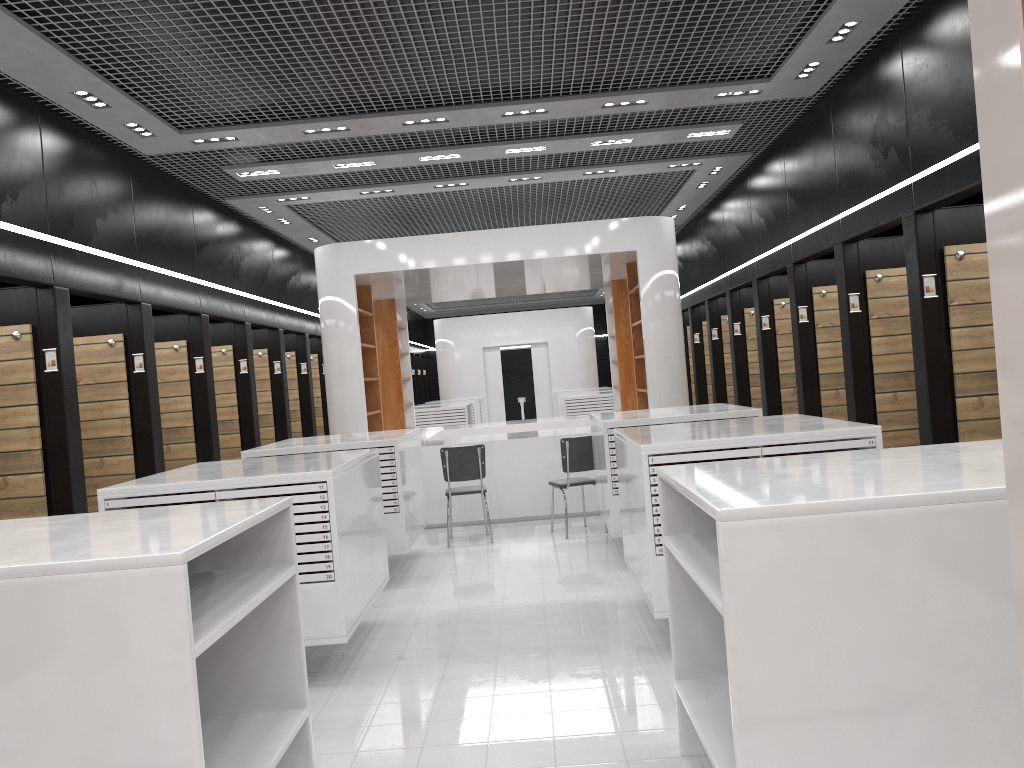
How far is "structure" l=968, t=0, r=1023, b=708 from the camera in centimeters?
104cm

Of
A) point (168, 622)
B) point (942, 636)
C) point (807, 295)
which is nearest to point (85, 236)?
point (168, 622)

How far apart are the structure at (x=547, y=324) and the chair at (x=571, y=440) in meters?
14.2 m

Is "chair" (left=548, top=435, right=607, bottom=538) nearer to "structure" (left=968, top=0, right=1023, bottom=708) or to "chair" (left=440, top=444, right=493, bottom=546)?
"chair" (left=440, top=444, right=493, bottom=546)

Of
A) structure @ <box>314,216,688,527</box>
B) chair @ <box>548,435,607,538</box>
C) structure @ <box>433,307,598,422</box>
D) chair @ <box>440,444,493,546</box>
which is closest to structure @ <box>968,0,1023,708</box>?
chair @ <box>548,435,607,538</box>

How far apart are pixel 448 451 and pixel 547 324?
14.64m

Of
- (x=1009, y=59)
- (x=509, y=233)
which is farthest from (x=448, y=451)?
(x=1009, y=59)

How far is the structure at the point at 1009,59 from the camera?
1.0m

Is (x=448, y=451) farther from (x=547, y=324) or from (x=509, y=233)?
(x=547, y=324)

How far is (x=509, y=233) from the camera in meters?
10.0
